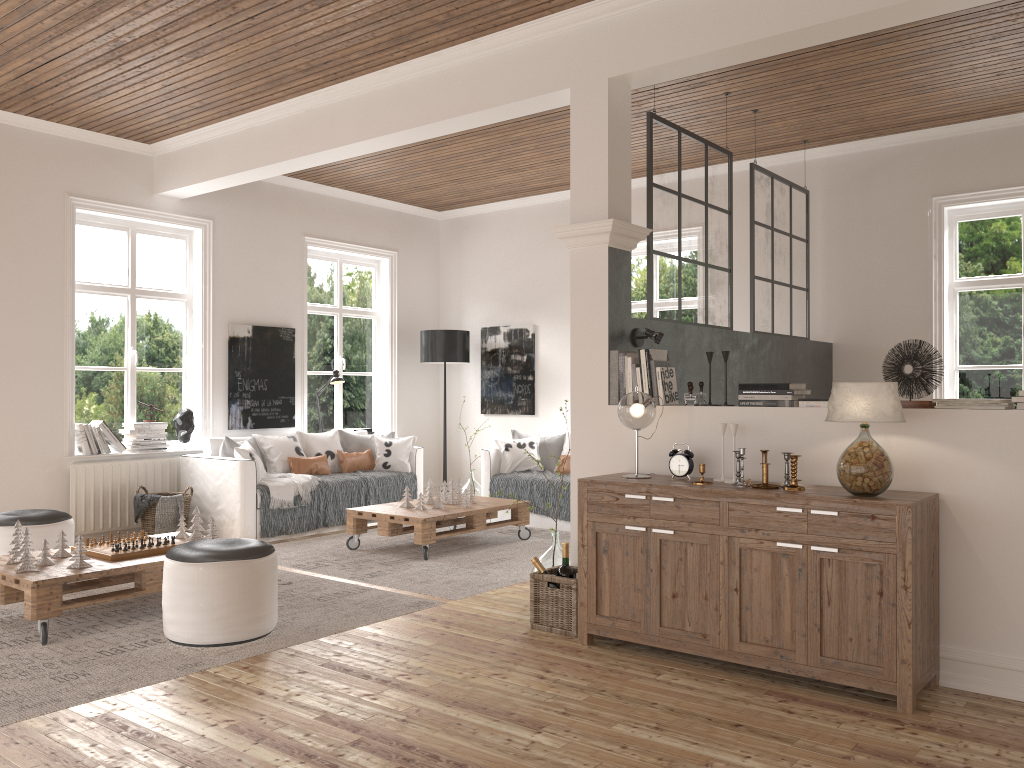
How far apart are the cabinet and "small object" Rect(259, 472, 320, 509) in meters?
3.4

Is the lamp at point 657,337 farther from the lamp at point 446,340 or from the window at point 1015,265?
the lamp at point 446,340

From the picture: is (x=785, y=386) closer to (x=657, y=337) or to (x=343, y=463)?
(x=657, y=337)

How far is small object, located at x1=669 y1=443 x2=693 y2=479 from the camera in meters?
4.0

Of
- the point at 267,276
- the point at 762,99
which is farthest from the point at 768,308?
the point at 267,276

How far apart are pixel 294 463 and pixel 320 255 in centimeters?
229cm

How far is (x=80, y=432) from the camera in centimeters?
661cm

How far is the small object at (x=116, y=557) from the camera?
4.4m

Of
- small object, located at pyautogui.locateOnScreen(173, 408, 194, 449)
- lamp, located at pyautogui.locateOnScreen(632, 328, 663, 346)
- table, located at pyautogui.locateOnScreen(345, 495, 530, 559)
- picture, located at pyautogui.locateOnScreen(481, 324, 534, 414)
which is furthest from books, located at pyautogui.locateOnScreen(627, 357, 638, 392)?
picture, located at pyautogui.locateOnScreen(481, 324, 534, 414)

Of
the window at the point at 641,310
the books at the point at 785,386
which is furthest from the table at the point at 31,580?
the window at the point at 641,310
